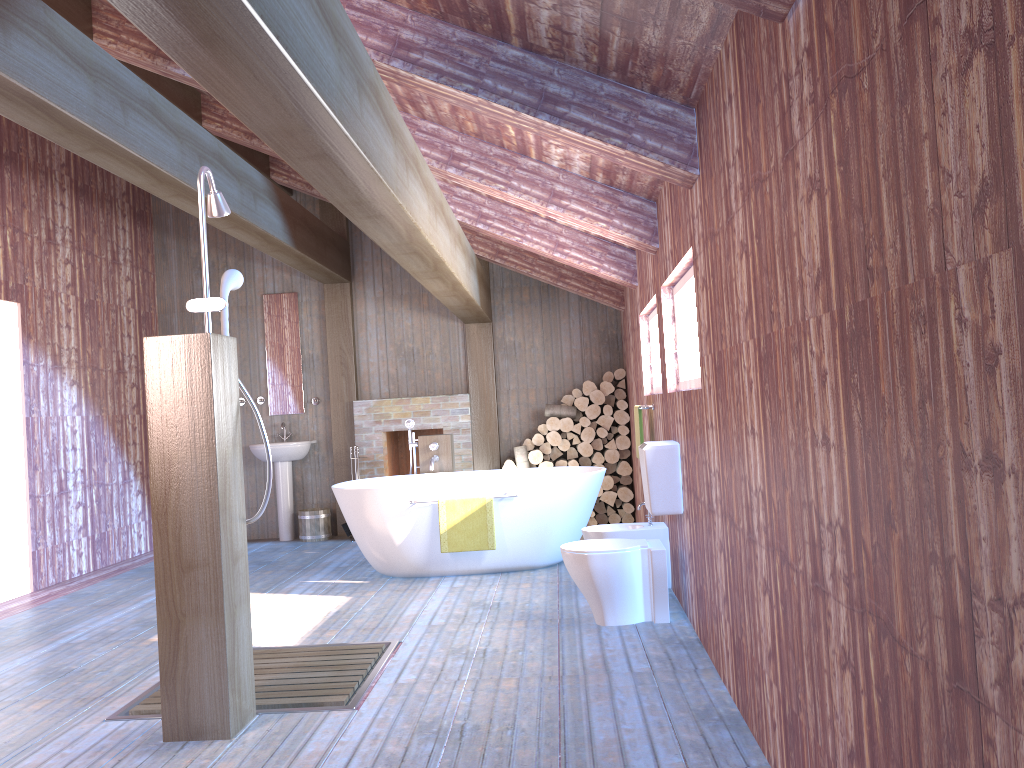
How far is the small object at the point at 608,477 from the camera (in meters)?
8.10

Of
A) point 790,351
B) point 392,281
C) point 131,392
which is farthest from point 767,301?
point 131,392

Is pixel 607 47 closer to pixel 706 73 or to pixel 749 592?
pixel 706 73

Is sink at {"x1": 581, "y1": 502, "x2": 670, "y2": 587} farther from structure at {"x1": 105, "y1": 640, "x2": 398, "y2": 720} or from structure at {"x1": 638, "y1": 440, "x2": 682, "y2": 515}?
structure at {"x1": 105, "y1": 640, "x2": 398, "y2": 720}

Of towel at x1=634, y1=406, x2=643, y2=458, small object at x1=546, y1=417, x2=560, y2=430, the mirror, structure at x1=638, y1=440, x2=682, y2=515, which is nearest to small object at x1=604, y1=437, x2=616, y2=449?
small object at x1=546, y1=417, x2=560, y2=430

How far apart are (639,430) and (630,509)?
2.44m

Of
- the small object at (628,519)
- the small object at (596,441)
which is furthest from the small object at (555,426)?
the small object at (628,519)

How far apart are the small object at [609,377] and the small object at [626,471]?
0.8 meters

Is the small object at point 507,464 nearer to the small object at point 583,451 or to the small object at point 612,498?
the small object at point 583,451

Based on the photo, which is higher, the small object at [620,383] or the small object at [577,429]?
the small object at [620,383]
